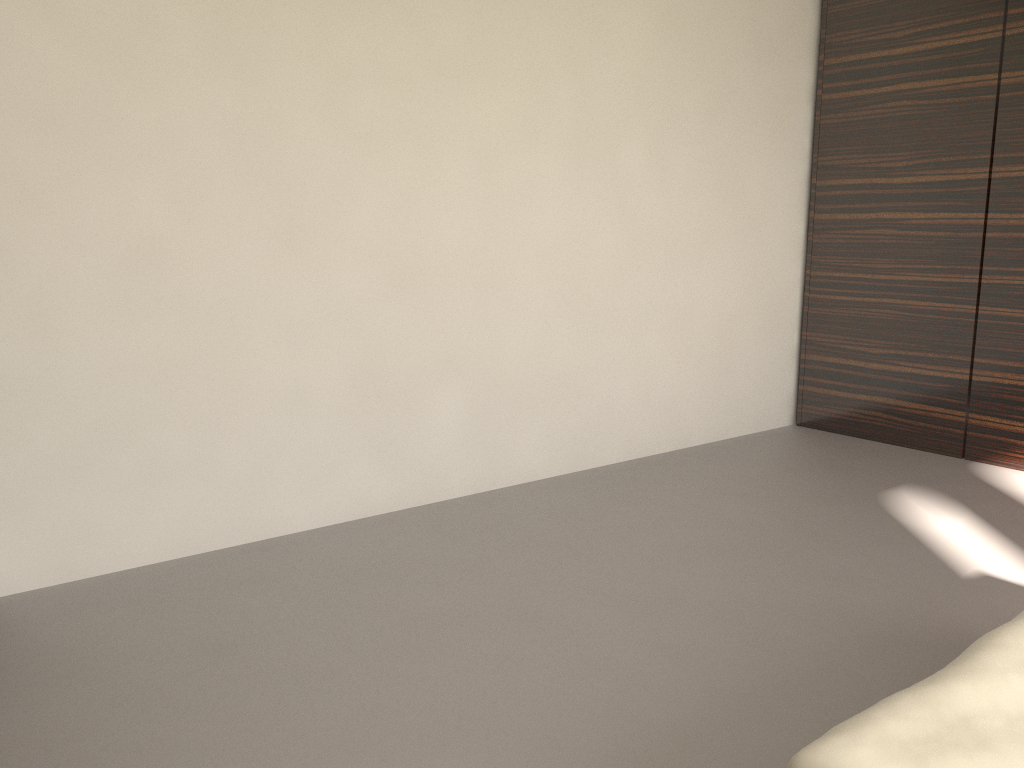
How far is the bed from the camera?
1.2 meters

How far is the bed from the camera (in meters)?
1.17

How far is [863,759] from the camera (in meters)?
1.17
